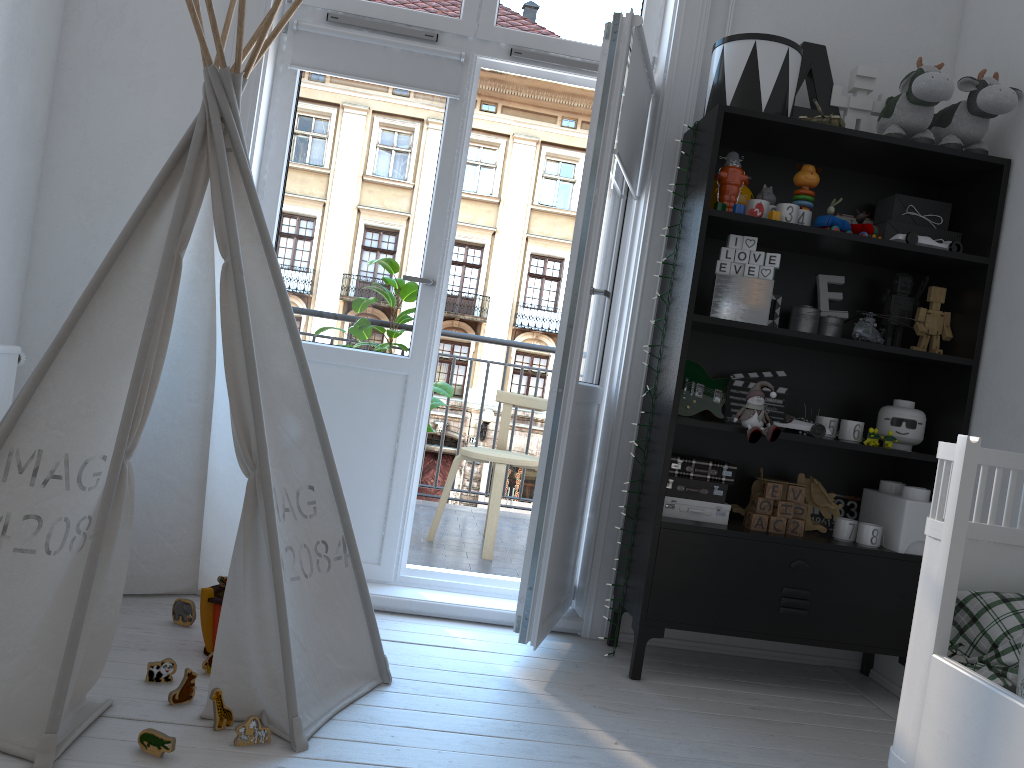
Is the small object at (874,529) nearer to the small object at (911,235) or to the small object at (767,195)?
the small object at (911,235)

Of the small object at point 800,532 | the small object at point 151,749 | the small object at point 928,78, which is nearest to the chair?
the small object at point 800,532

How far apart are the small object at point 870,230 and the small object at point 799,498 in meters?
0.8

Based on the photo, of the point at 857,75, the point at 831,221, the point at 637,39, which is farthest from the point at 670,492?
the point at 857,75

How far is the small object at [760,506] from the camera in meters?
2.7 m

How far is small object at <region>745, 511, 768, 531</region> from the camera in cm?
266

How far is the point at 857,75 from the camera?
2.8 meters

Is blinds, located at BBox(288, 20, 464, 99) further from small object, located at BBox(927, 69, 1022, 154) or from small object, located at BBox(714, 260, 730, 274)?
small object, located at BBox(927, 69, 1022, 154)

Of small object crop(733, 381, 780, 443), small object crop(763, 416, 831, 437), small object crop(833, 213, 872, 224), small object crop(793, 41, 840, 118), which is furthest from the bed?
small object crop(793, 41, 840, 118)

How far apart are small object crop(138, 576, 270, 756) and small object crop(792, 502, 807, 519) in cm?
166
